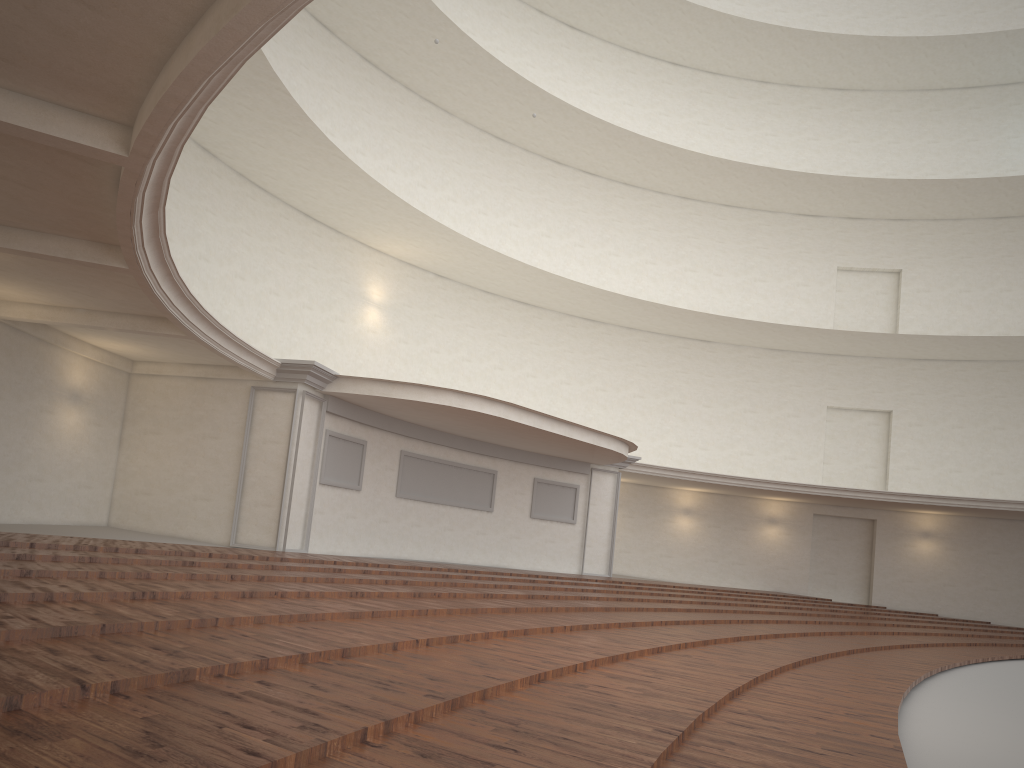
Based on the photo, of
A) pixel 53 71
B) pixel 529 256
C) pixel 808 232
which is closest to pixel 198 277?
pixel 529 256
